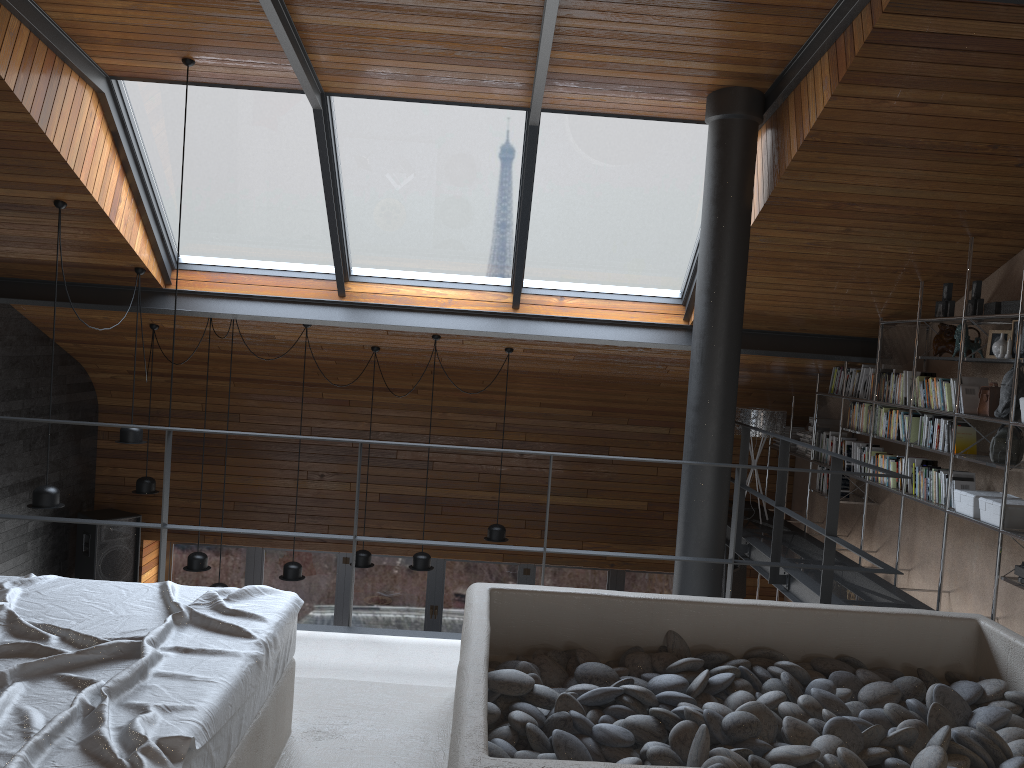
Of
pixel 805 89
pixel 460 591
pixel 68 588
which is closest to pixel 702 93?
pixel 805 89

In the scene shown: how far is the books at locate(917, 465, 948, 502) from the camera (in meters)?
5.63

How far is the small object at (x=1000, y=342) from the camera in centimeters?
502cm

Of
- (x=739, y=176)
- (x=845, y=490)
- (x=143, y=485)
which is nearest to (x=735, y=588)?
(x=845, y=490)

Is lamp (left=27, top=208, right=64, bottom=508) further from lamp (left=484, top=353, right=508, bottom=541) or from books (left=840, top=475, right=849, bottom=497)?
books (left=840, top=475, right=849, bottom=497)

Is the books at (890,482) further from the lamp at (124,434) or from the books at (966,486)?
the lamp at (124,434)

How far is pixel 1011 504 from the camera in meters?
4.8 m

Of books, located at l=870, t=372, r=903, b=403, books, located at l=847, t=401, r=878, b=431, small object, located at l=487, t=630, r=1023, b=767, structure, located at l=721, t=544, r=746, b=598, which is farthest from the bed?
structure, located at l=721, t=544, r=746, b=598

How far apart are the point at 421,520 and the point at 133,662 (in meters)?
6.91

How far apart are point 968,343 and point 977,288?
0.3m
